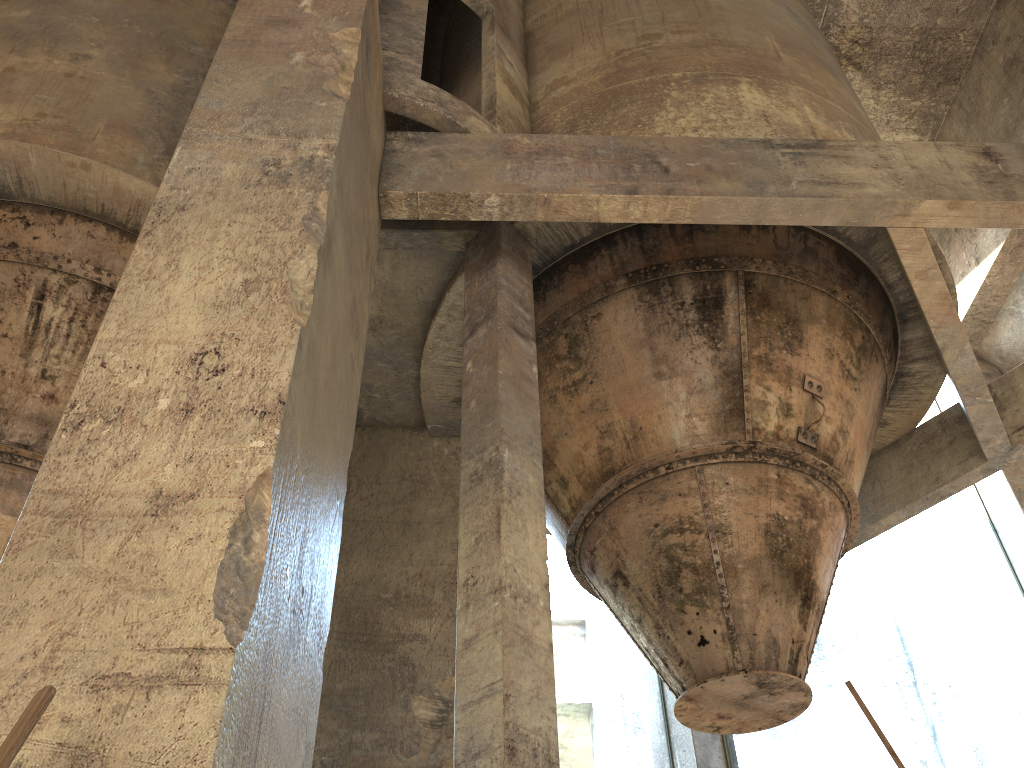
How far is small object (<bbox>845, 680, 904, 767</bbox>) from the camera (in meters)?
1.58

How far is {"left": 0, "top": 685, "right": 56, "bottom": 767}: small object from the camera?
1.5 meters

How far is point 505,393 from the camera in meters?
4.7

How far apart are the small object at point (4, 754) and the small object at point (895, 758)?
1.5 meters

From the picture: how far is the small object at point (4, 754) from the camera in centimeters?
155cm

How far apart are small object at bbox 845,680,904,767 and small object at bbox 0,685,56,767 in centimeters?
153cm
